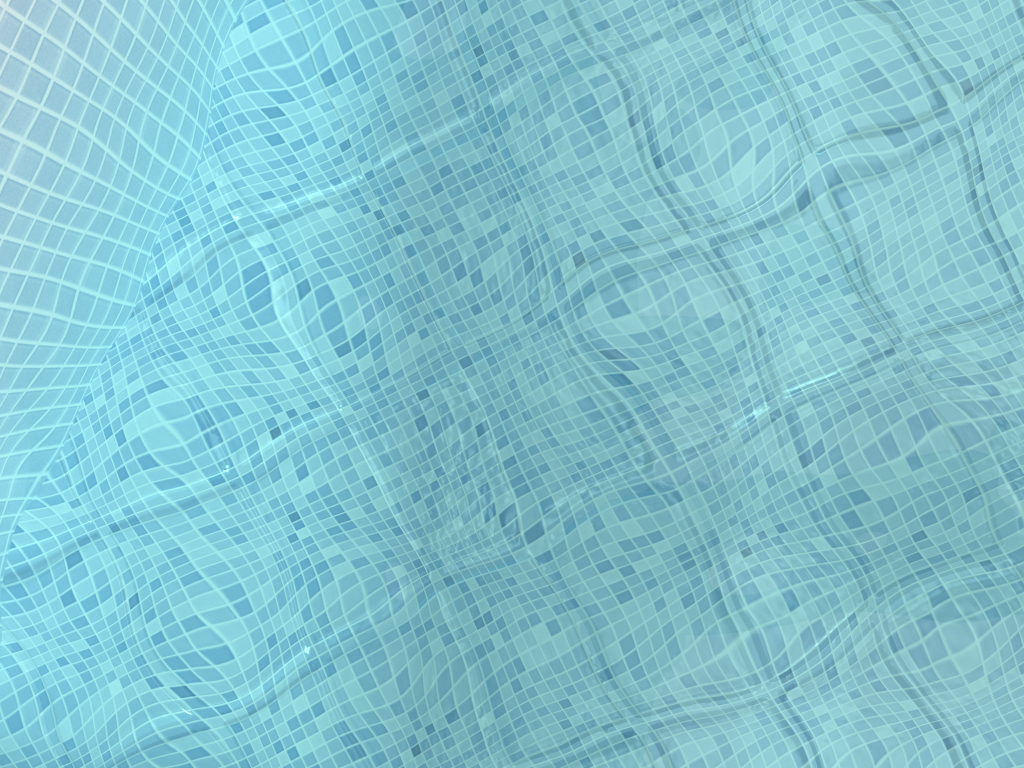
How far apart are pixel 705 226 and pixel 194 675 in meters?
0.9
